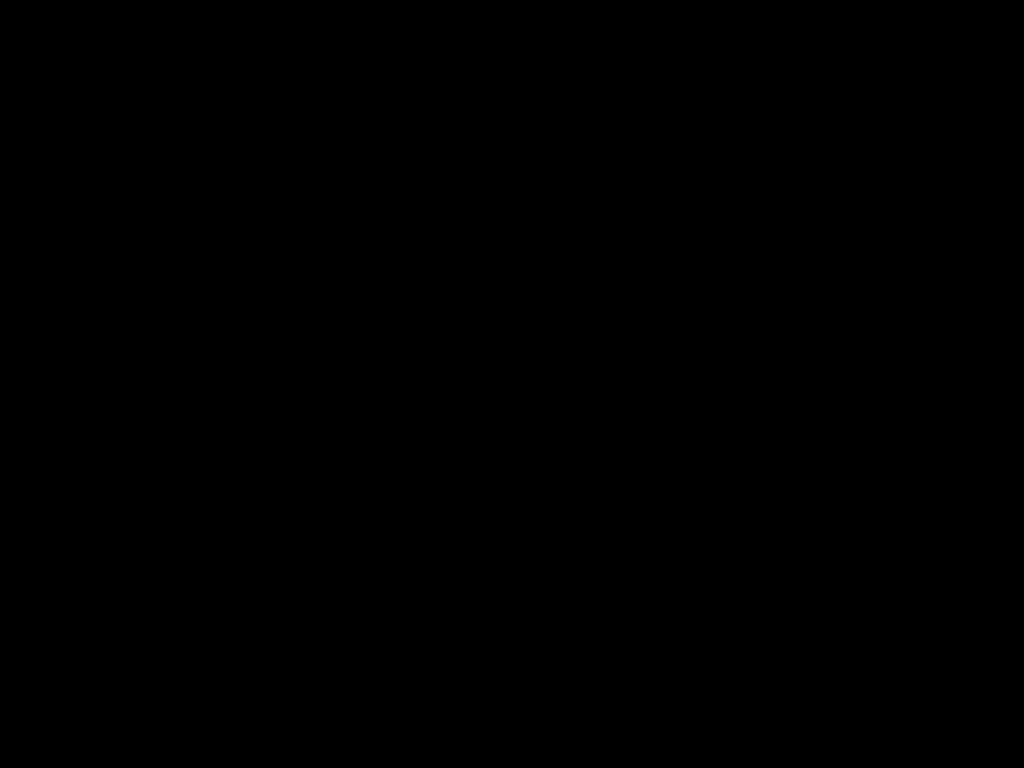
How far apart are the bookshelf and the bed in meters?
0.0

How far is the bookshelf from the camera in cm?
92

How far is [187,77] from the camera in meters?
0.5 m

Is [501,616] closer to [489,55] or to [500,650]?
[500,650]

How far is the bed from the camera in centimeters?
54cm

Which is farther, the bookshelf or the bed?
the bookshelf

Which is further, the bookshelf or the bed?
the bookshelf

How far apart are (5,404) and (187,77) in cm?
55

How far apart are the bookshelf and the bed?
0.0m
